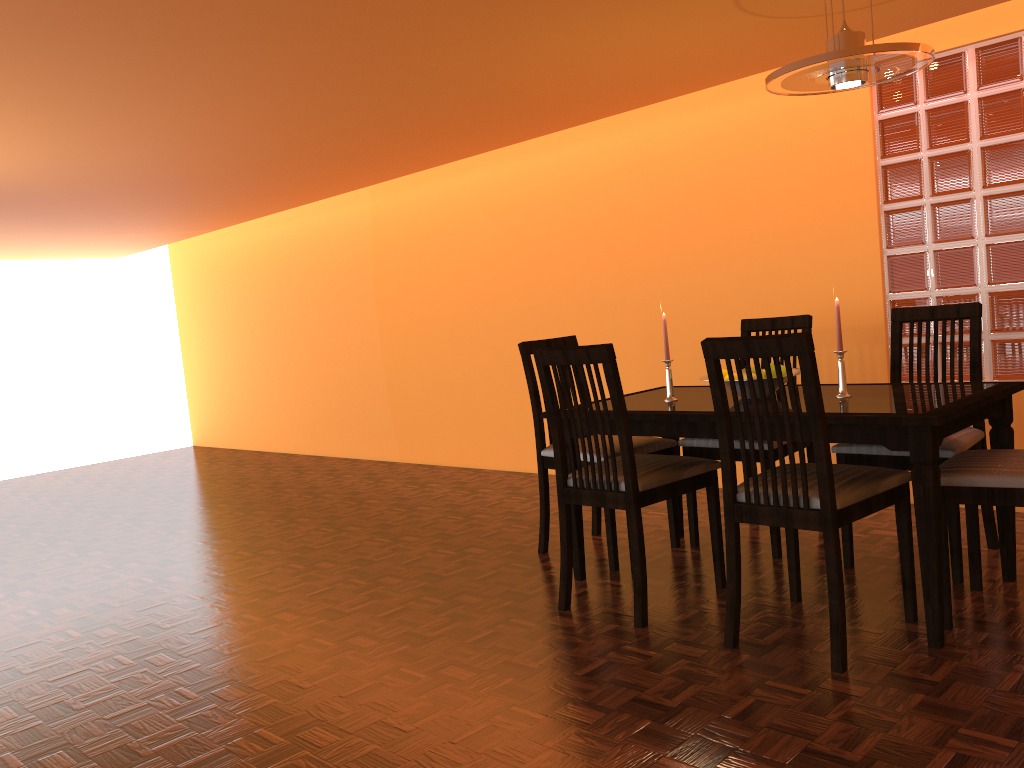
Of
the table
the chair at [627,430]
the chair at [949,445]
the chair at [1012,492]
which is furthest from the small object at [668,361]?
A: the chair at [1012,492]

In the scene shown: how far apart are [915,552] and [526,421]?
2.47m

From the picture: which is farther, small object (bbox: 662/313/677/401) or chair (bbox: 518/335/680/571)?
chair (bbox: 518/335/680/571)

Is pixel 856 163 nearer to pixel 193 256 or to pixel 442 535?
pixel 442 535

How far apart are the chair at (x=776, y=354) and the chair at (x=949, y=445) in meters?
0.3

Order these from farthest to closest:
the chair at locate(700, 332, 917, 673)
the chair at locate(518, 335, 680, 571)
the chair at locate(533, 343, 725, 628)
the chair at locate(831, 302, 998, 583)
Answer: the chair at locate(518, 335, 680, 571) → the chair at locate(831, 302, 998, 583) → the chair at locate(533, 343, 725, 628) → the chair at locate(700, 332, 917, 673)

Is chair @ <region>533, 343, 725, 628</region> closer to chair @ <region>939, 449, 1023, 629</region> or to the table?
the table

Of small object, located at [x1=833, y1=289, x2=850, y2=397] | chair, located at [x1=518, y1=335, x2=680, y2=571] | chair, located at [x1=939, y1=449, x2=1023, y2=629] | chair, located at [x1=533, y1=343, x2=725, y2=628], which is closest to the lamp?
small object, located at [x1=833, y1=289, x2=850, y2=397]

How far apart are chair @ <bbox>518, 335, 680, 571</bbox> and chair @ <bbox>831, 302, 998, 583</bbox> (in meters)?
0.60

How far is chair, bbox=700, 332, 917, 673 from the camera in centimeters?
206cm
